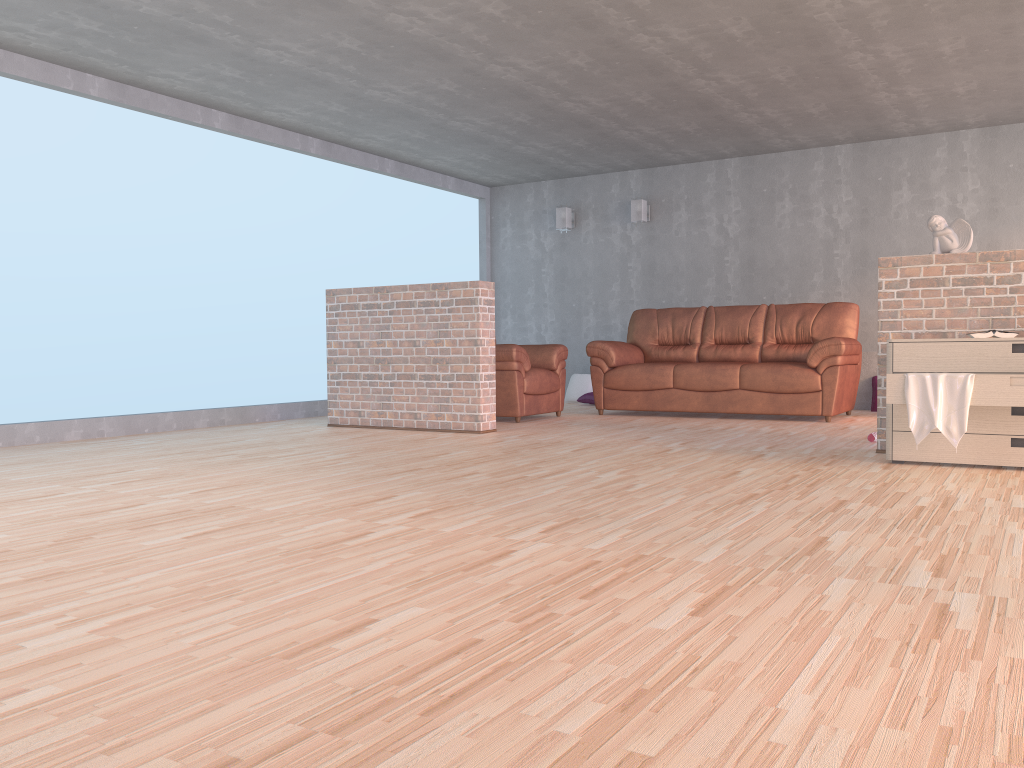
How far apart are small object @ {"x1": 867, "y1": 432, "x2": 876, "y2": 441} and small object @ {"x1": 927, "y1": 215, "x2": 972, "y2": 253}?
1.21m

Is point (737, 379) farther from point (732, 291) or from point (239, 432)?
point (239, 432)

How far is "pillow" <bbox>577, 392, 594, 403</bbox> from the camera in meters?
9.1

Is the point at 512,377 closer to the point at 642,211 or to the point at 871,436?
the point at 871,436

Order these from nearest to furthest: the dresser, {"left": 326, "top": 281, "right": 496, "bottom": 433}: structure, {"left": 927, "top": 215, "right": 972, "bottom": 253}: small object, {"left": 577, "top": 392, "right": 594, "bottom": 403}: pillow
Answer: the dresser
{"left": 927, "top": 215, "right": 972, "bottom": 253}: small object
{"left": 326, "top": 281, "right": 496, "bottom": 433}: structure
{"left": 577, "top": 392, "right": 594, "bottom": 403}: pillow

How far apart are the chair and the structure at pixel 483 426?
0.7m

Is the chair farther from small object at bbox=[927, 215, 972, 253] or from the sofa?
small object at bbox=[927, 215, 972, 253]

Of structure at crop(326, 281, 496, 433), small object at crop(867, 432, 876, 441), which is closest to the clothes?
small object at crop(867, 432, 876, 441)

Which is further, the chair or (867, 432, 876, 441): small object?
the chair

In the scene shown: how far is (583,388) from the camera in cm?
943
